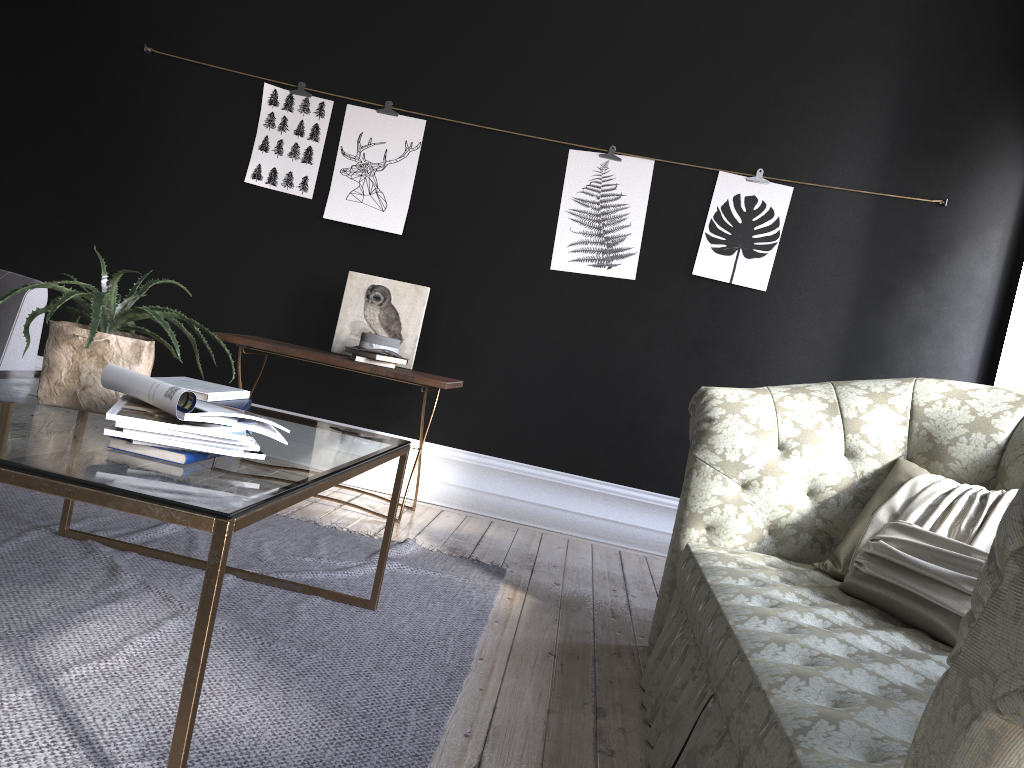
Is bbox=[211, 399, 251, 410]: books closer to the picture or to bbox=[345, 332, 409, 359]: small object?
bbox=[345, 332, 409, 359]: small object

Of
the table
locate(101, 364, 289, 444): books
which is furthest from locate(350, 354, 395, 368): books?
locate(101, 364, 289, 444): books

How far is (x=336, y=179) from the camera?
4.96m

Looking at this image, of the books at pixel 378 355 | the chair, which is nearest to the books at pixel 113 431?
the chair

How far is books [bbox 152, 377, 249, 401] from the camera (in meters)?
2.50

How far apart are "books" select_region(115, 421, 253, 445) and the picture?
3.3 meters

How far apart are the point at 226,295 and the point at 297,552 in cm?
220

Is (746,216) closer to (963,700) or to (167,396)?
(167,396)

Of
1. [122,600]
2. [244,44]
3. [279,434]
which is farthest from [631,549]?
[244,44]

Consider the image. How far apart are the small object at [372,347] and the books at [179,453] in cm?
250
